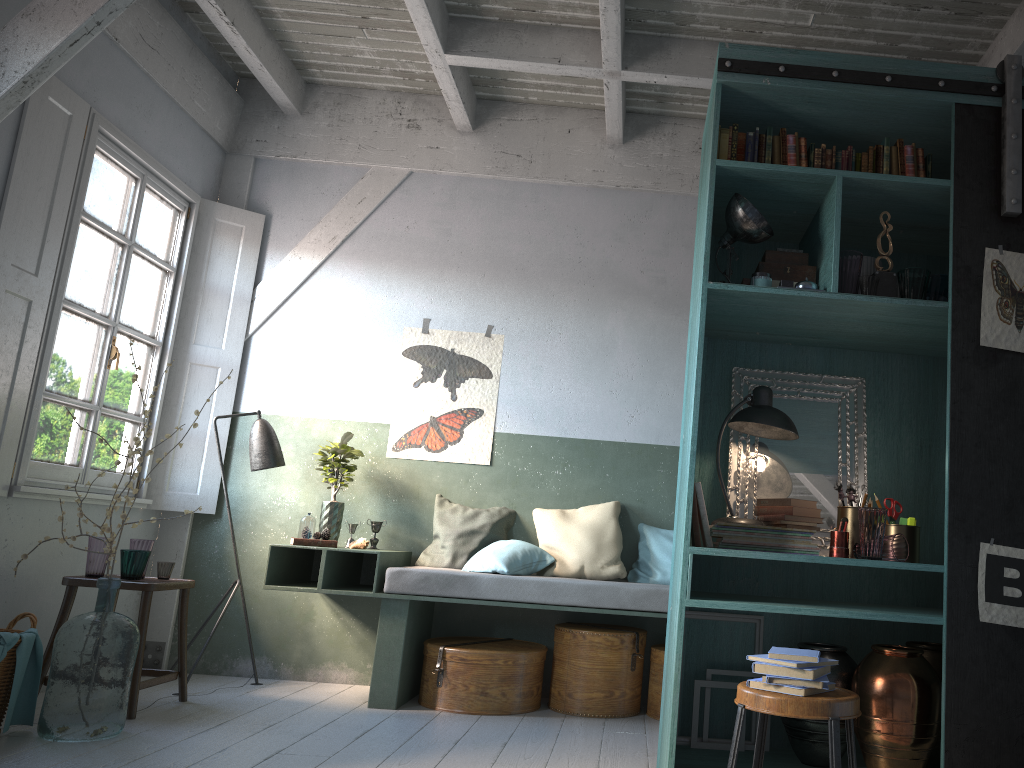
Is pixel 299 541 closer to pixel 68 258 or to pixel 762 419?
pixel 68 258

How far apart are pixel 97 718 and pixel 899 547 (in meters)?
3.84

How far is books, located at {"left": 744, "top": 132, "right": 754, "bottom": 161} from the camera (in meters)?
3.99

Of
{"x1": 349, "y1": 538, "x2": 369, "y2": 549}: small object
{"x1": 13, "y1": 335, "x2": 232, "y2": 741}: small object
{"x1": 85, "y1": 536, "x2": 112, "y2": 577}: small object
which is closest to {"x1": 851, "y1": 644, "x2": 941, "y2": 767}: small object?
{"x1": 349, "y1": 538, "x2": 369, "y2": 549}: small object

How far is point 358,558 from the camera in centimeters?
627cm

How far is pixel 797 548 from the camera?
3.8m

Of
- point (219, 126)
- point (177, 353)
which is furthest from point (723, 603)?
point (219, 126)

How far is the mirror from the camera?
4.2 meters

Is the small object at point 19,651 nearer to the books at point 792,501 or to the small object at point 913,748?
the books at point 792,501

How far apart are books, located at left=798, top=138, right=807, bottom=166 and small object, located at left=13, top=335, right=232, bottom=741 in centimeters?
363cm
